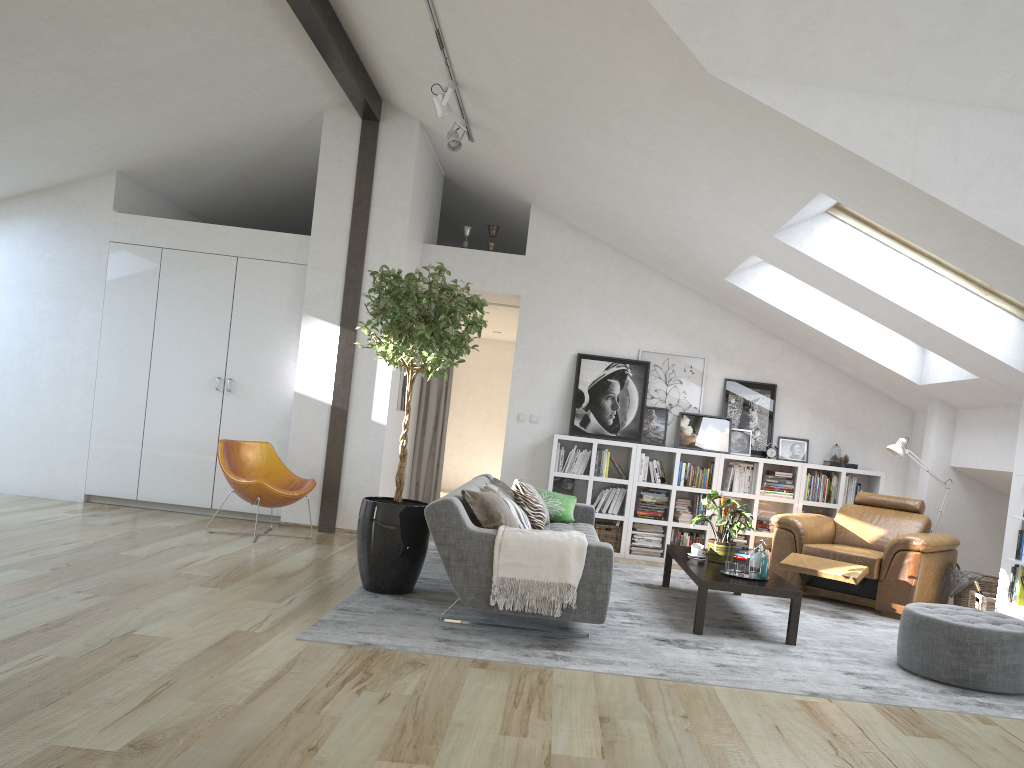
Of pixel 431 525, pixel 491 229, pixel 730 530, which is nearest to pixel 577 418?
pixel 491 229

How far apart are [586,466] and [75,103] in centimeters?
493cm

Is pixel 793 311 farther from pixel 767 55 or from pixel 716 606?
pixel 767 55

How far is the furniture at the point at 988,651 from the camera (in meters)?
4.54

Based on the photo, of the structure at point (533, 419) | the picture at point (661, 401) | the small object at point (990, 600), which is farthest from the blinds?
the small object at point (990, 600)

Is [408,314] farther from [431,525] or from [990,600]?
[990,600]

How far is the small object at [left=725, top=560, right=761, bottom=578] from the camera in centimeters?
540cm

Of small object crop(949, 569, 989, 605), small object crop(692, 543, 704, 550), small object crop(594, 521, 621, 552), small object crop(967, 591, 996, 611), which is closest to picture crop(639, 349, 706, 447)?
small object crop(594, 521, 621, 552)

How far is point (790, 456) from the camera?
8.3 meters

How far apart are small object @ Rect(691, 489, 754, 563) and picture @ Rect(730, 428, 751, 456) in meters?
2.1
